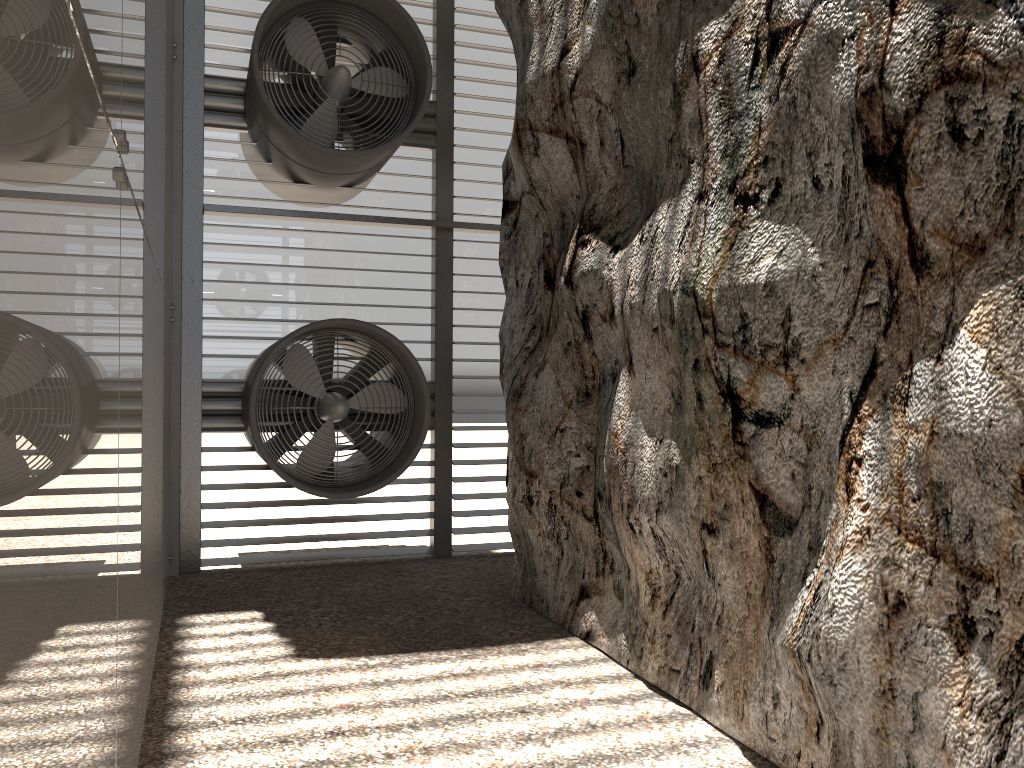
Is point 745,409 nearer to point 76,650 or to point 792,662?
point 792,662
